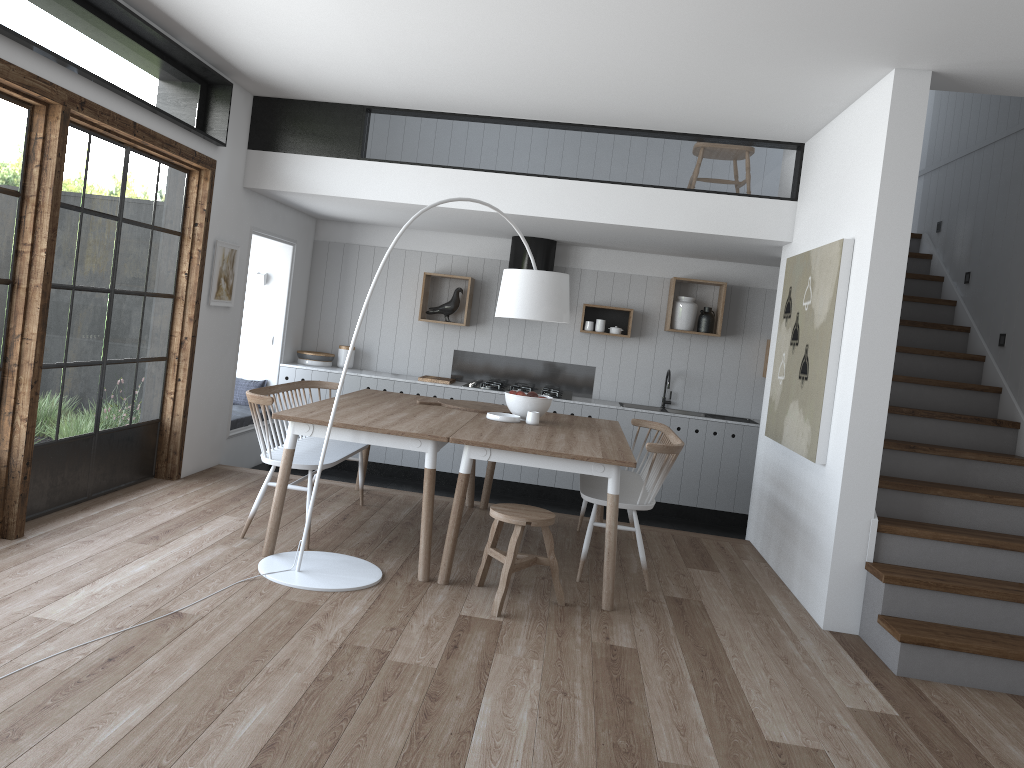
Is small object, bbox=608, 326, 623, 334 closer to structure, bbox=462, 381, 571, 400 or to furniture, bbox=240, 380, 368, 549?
structure, bbox=462, 381, 571, 400

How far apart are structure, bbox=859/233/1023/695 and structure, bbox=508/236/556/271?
2.9m

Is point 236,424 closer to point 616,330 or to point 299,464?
point 299,464

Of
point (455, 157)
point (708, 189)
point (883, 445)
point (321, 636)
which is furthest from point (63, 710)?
point (708, 189)

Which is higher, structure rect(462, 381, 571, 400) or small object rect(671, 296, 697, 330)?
small object rect(671, 296, 697, 330)

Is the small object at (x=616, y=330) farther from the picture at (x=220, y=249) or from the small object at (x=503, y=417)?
the picture at (x=220, y=249)

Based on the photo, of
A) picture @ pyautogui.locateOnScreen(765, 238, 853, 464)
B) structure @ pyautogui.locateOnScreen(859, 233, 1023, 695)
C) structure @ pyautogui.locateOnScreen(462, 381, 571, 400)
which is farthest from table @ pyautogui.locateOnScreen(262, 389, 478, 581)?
structure @ pyautogui.locateOnScreen(859, 233, 1023, 695)

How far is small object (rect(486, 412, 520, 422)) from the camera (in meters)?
5.45

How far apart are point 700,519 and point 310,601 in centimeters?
453cm

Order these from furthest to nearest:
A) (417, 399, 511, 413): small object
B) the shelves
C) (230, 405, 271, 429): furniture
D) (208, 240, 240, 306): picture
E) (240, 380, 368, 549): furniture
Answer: the shelves, (230, 405, 271, 429): furniture, (208, 240, 240, 306): picture, (417, 399, 511, 413): small object, (240, 380, 368, 549): furniture
